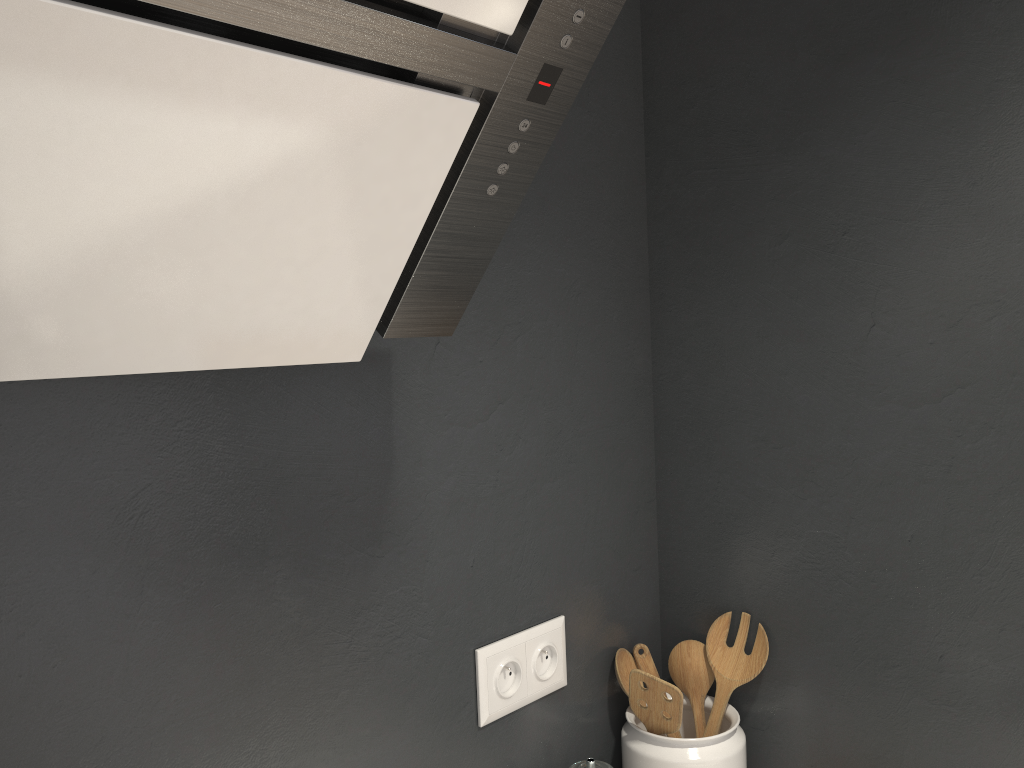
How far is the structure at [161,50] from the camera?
0.5m

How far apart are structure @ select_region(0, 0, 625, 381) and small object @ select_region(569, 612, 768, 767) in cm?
49

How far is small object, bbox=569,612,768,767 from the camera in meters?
1.0

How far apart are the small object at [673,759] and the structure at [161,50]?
0.5 meters

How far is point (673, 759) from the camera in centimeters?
102cm

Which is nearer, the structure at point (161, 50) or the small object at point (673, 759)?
the structure at point (161, 50)

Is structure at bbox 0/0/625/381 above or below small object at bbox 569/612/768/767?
above

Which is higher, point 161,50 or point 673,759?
point 161,50

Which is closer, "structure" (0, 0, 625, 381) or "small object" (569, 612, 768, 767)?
"structure" (0, 0, 625, 381)

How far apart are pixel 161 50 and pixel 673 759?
0.9 meters
